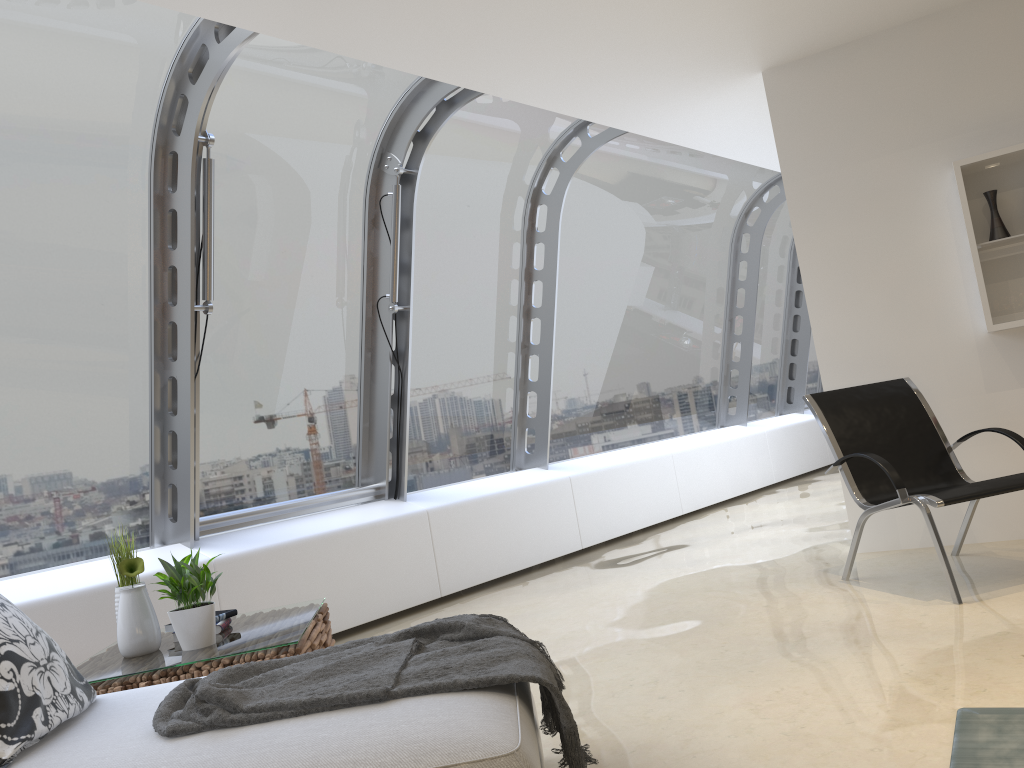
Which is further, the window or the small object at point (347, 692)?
the window

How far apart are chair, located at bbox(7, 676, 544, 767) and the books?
0.98m

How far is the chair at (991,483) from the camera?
3.85m

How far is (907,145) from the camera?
4.95m

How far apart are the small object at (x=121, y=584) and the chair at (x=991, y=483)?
3.19m

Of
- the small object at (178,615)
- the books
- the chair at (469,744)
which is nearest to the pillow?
the chair at (469,744)

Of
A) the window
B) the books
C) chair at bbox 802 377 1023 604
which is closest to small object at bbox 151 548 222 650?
the books

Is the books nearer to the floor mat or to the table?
the table

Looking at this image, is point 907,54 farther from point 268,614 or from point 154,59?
point 268,614

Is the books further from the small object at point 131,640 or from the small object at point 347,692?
the small object at point 347,692
